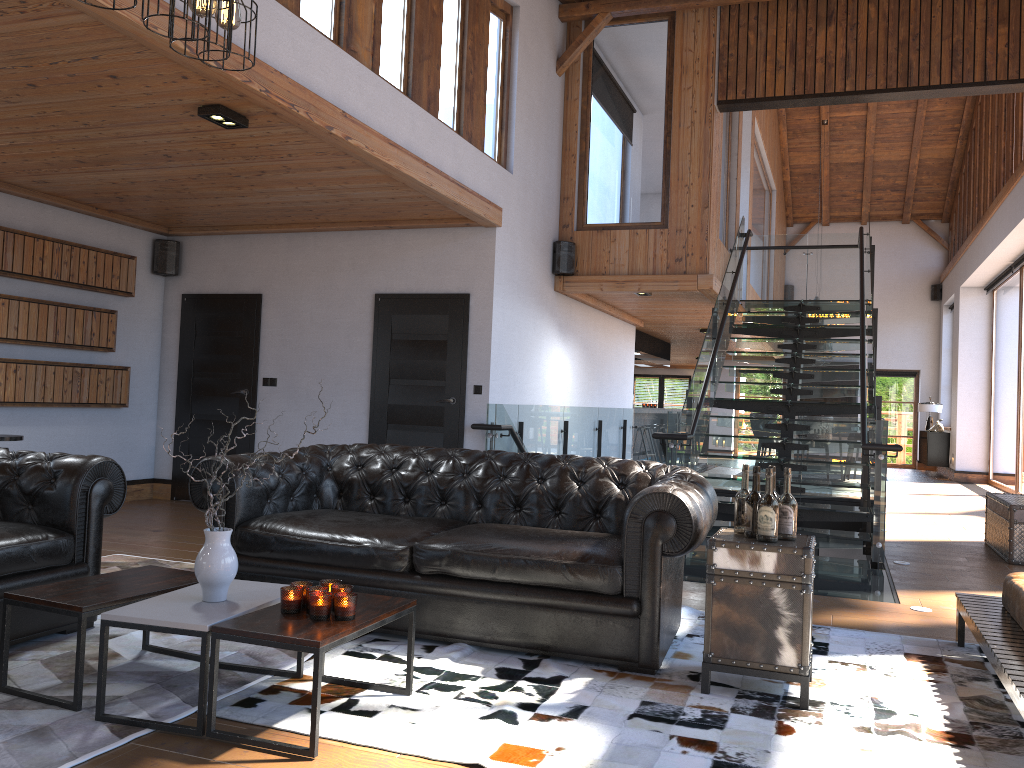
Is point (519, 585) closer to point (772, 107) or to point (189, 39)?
point (189, 39)

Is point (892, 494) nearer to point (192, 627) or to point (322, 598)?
point (322, 598)

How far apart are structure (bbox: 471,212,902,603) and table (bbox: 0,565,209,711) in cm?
337

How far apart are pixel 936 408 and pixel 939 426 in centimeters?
112cm

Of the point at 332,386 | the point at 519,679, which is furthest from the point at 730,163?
the point at 519,679

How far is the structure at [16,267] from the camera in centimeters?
730cm

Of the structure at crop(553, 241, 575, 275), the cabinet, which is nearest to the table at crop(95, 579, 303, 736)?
the structure at crop(553, 241, 575, 275)

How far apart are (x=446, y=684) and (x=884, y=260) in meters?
18.6 m

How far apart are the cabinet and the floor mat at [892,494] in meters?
4.1

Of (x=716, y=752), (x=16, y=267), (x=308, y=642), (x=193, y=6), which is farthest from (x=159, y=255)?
(x=716, y=752)
